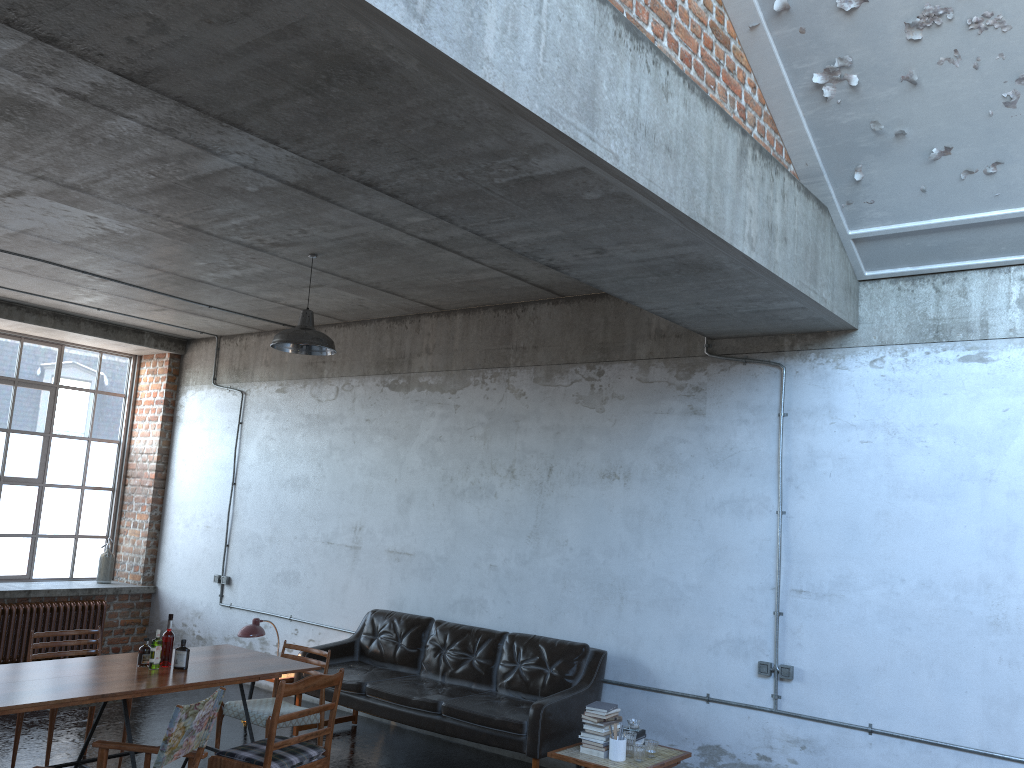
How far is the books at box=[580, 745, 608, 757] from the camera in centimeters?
584cm

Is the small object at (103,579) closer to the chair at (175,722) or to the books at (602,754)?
the chair at (175,722)

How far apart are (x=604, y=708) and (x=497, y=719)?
0.8m

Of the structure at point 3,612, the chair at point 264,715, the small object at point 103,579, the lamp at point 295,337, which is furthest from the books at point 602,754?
the small object at point 103,579

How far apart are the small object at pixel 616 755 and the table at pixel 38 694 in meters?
2.1 m

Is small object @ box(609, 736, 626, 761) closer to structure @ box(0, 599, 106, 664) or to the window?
structure @ box(0, 599, 106, 664)

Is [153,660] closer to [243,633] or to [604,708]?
[243,633]

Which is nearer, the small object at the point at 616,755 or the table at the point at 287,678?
the small object at the point at 616,755

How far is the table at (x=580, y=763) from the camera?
5.7 meters

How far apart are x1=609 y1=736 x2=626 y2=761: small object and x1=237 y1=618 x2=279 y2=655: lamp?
3.4m
